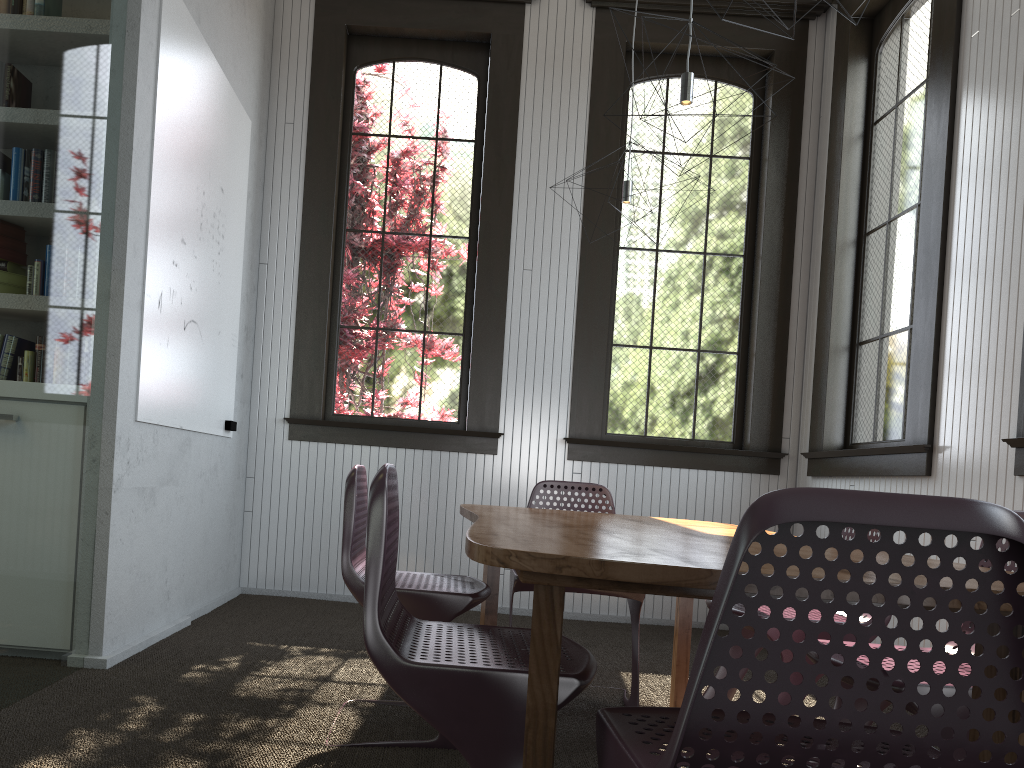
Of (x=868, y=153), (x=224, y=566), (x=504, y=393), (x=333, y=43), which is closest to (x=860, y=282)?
(x=868, y=153)
